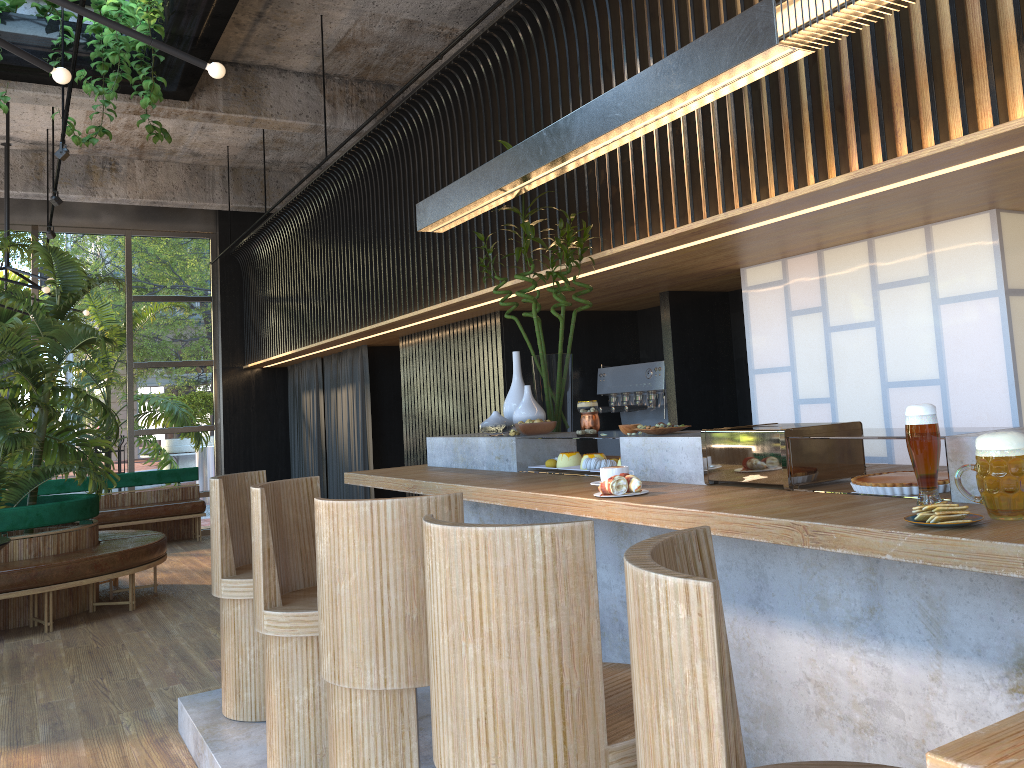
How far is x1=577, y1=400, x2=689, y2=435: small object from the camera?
3.1m

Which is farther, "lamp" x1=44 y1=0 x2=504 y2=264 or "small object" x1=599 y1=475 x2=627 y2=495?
"lamp" x1=44 y1=0 x2=504 y2=264

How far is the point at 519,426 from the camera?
3.9 meters

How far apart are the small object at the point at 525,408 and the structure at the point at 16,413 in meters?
4.3

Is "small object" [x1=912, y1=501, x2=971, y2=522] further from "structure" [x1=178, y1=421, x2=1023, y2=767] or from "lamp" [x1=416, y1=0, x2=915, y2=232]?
"lamp" [x1=416, y1=0, x2=915, y2=232]

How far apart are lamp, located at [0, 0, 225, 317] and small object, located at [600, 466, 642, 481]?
2.0m

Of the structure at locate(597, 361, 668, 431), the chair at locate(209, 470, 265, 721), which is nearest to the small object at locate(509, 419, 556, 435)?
the chair at locate(209, 470, 265, 721)

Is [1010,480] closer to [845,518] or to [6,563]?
[845,518]

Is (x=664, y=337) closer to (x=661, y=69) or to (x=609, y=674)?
(x=661, y=69)

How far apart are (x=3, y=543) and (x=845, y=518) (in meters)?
5.10
